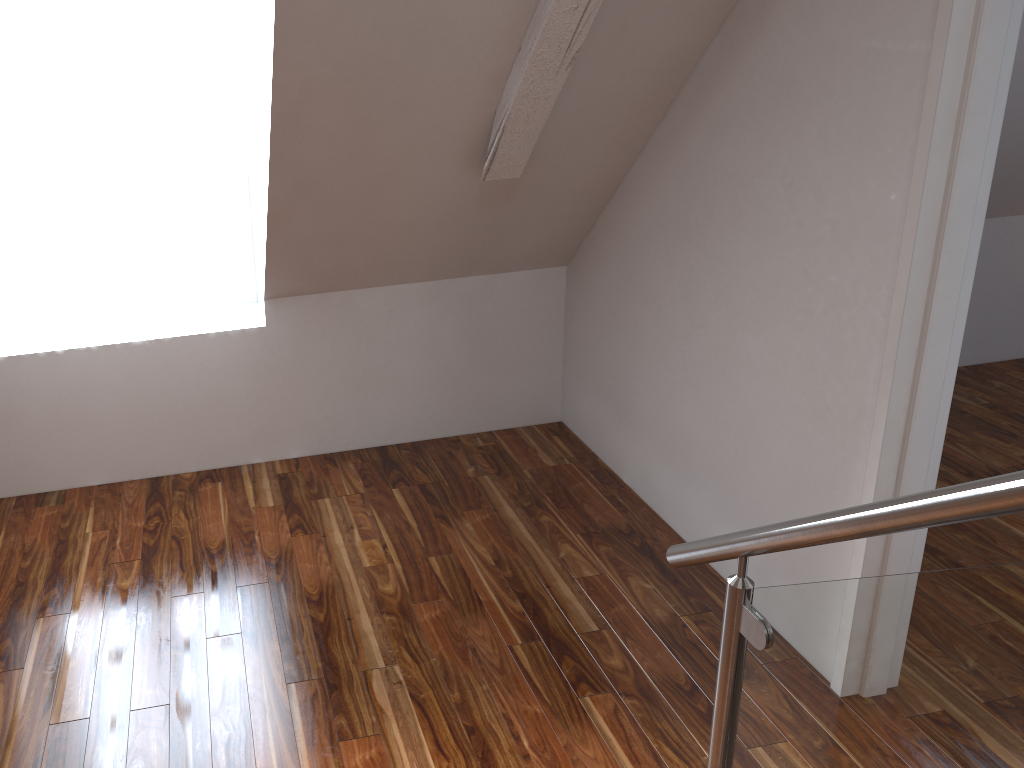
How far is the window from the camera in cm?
280

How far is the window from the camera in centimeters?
280cm

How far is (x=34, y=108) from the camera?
2.8m

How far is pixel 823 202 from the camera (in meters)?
2.06
